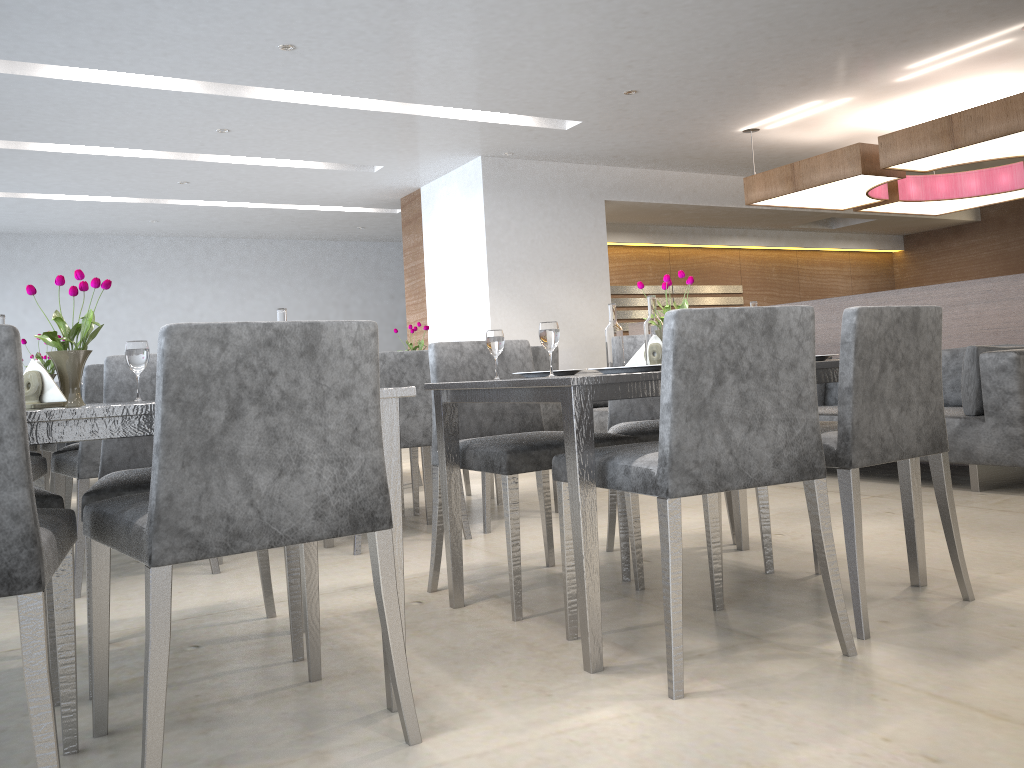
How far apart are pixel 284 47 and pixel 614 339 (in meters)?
3.15

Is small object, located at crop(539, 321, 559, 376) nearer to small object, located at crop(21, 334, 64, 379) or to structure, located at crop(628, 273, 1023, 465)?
small object, located at crop(21, 334, 64, 379)

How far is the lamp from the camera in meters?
4.7

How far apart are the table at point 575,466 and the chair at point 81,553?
1.1m

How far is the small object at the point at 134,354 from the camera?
2.01m

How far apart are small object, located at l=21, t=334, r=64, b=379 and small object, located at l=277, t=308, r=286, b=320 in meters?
1.8

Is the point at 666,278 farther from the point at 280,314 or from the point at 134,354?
the point at 134,354

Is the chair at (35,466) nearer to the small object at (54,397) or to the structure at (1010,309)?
the small object at (54,397)

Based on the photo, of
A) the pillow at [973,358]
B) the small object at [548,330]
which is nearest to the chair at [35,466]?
the small object at [548,330]

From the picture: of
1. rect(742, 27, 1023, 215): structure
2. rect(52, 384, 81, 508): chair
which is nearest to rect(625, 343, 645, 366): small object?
rect(52, 384, 81, 508): chair
